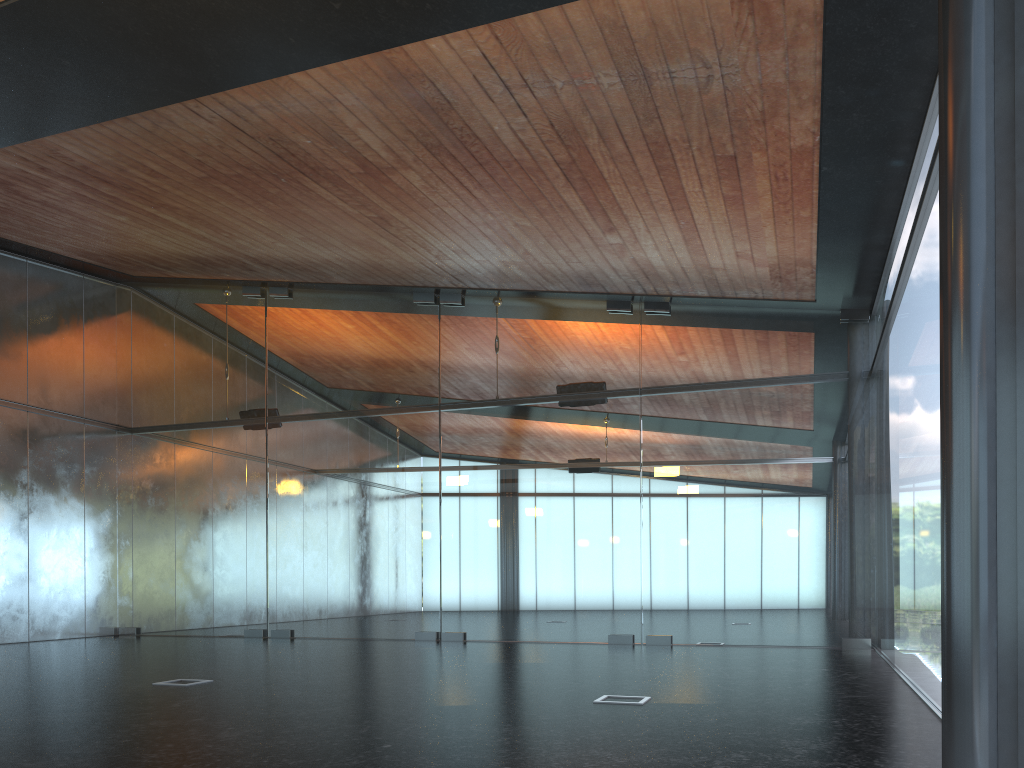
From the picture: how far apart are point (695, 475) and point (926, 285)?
6.4m

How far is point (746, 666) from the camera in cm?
949
